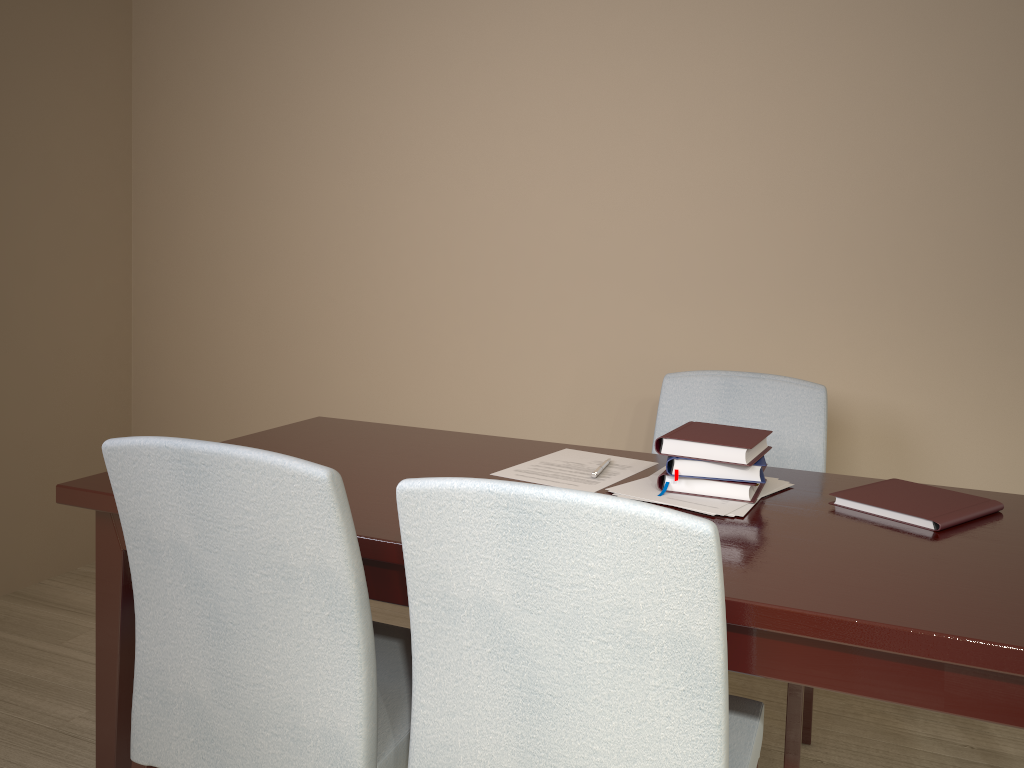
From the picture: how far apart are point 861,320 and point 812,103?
0.55m

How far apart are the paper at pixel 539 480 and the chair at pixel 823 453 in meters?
0.3 m

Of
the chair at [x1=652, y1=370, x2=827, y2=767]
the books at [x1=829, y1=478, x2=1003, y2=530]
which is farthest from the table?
the chair at [x1=652, y1=370, x2=827, y2=767]

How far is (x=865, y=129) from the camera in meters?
2.2 m

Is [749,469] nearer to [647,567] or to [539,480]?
[539,480]

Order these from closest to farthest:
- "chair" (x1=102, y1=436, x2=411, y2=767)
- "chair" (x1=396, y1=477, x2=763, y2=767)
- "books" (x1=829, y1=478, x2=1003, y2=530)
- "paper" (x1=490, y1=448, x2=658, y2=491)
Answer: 1. "chair" (x1=396, y1=477, x2=763, y2=767)
2. "chair" (x1=102, y1=436, x2=411, y2=767)
3. "books" (x1=829, y1=478, x2=1003, y2=530)
4. "paper" (x1=490, y1=448, x2=658, y2=491)

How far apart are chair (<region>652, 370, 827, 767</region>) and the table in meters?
0.2 m

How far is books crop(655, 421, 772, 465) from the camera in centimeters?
147cm

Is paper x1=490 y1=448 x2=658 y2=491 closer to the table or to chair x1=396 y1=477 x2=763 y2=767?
→ the table

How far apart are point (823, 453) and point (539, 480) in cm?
72
